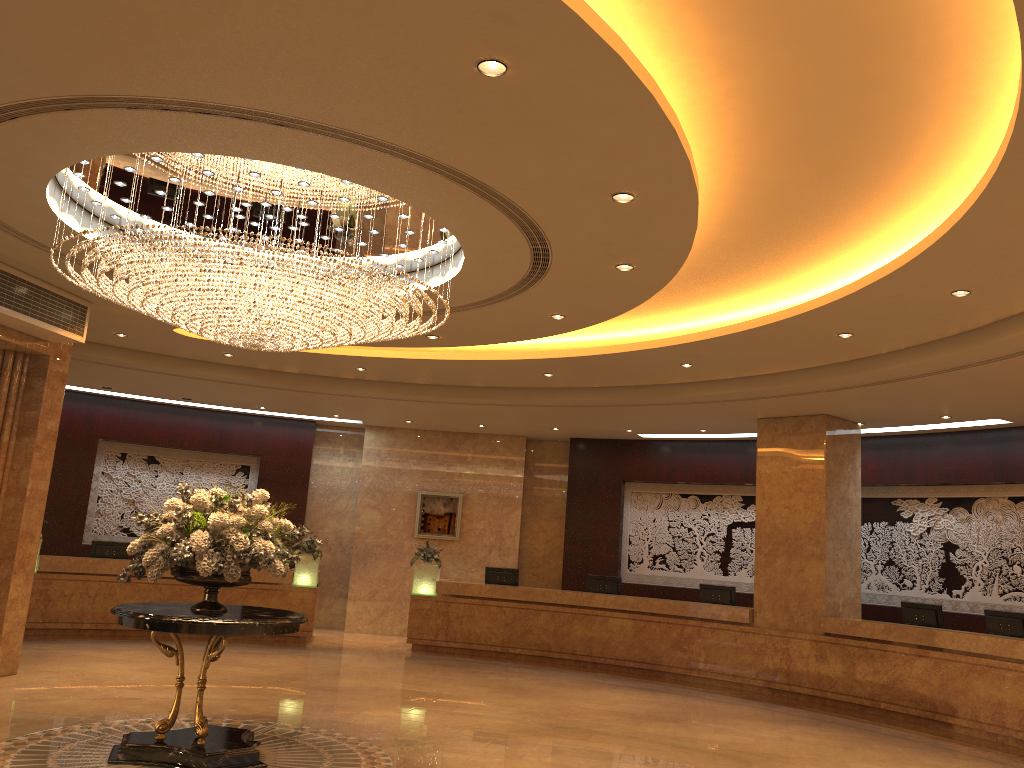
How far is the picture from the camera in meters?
17.1 m

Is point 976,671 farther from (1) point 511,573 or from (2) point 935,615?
(1) point 511,573

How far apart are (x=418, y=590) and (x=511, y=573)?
1.6 meters

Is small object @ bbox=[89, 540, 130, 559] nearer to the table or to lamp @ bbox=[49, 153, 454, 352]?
lamp @ bbox=[49, 153, 454, 352]

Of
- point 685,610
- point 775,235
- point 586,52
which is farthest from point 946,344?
point 586,52

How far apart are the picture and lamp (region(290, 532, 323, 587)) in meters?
2.3

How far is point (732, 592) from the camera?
13.7m

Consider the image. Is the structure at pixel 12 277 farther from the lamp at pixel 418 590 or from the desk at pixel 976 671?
the desk at pixel 976 671

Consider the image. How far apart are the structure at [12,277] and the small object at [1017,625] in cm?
1123

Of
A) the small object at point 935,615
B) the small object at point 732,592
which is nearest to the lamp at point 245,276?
the small object at point 732,592
